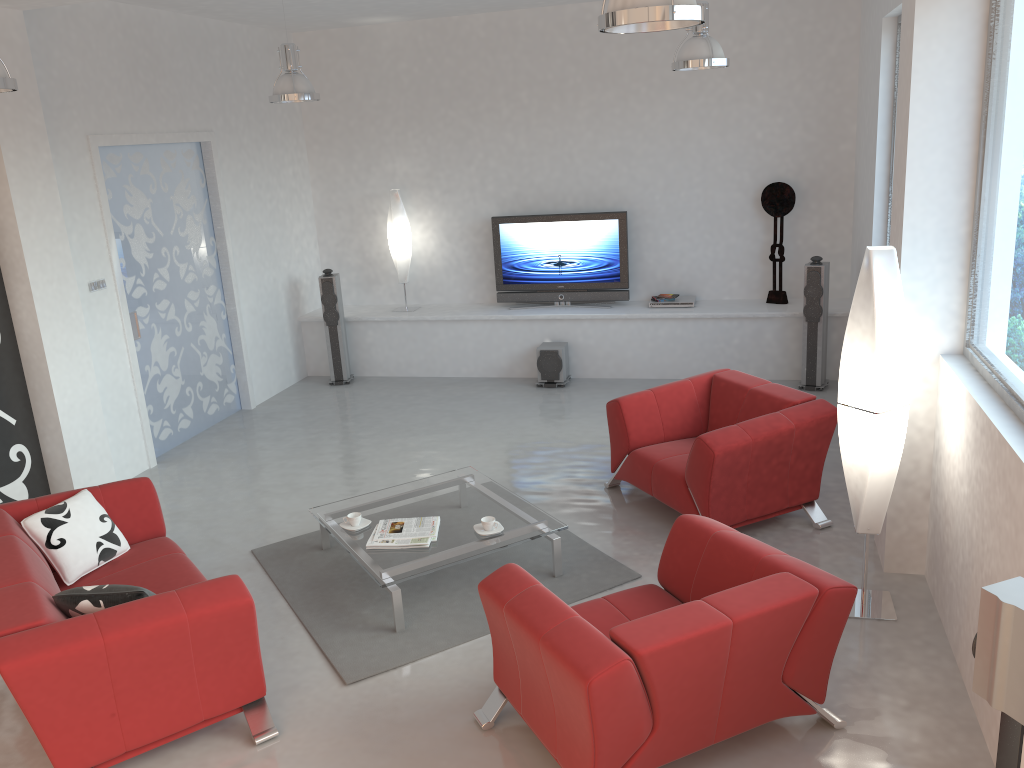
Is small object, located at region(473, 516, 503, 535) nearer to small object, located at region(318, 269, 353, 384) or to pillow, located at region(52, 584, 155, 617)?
pillow, located at region(52, 584, 155, 617)

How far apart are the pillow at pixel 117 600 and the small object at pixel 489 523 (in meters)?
1.78

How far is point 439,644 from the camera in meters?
4.3 m

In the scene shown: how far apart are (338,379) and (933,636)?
6.3m

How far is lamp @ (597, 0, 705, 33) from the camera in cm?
297

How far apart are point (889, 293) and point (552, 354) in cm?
466

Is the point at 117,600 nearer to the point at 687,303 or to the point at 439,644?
the point at 439,644

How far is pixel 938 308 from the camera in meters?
4.3 m

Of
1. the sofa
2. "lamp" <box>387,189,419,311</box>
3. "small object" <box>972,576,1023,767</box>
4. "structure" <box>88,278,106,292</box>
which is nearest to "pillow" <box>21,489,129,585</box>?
the sofa

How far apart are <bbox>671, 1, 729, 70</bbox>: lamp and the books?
3.3m
